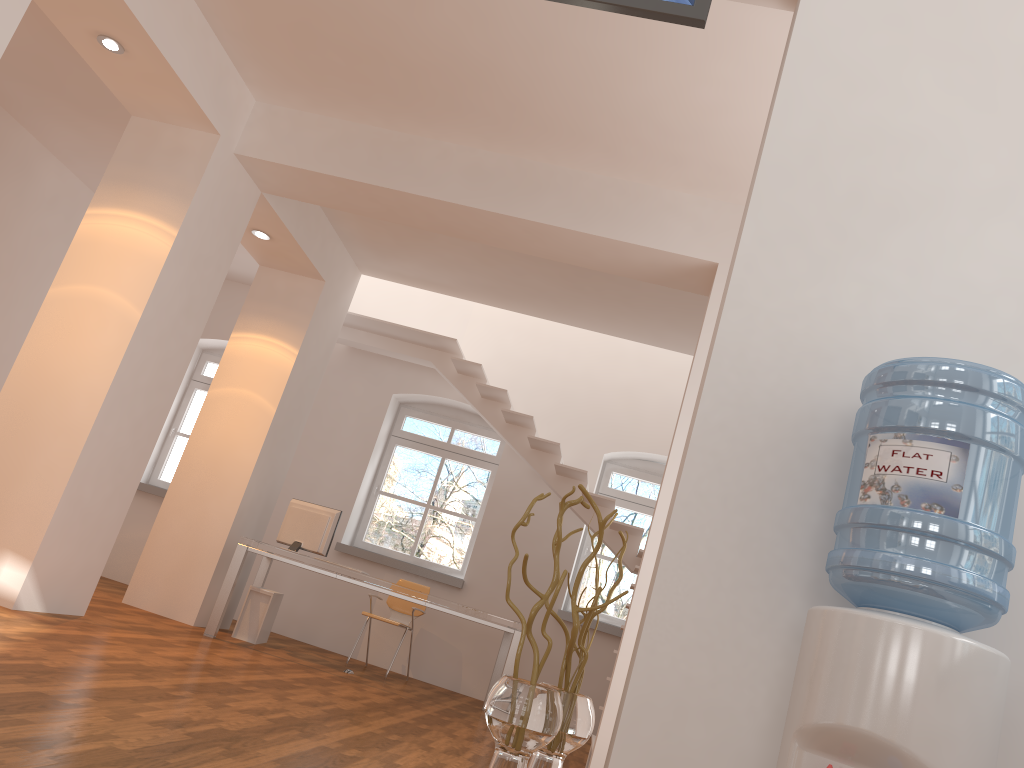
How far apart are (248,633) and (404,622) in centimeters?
157cm

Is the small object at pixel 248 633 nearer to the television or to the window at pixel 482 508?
the window at pixel 482 508

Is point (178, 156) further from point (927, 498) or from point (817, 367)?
point (927, 498)

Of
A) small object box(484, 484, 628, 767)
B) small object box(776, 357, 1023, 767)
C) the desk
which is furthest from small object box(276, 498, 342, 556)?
small object box(776, 357, 1023, 767)

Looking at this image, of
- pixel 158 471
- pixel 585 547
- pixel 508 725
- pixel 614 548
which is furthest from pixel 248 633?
pixel 508 725

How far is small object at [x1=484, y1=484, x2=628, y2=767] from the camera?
2.2 meters

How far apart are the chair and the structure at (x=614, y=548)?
1.5 meters

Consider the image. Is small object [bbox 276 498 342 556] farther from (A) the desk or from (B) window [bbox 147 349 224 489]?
(B) window [bbox 147 349 224 489]

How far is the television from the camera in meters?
2.7

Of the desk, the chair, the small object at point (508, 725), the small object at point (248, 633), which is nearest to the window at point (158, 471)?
→ the desk
